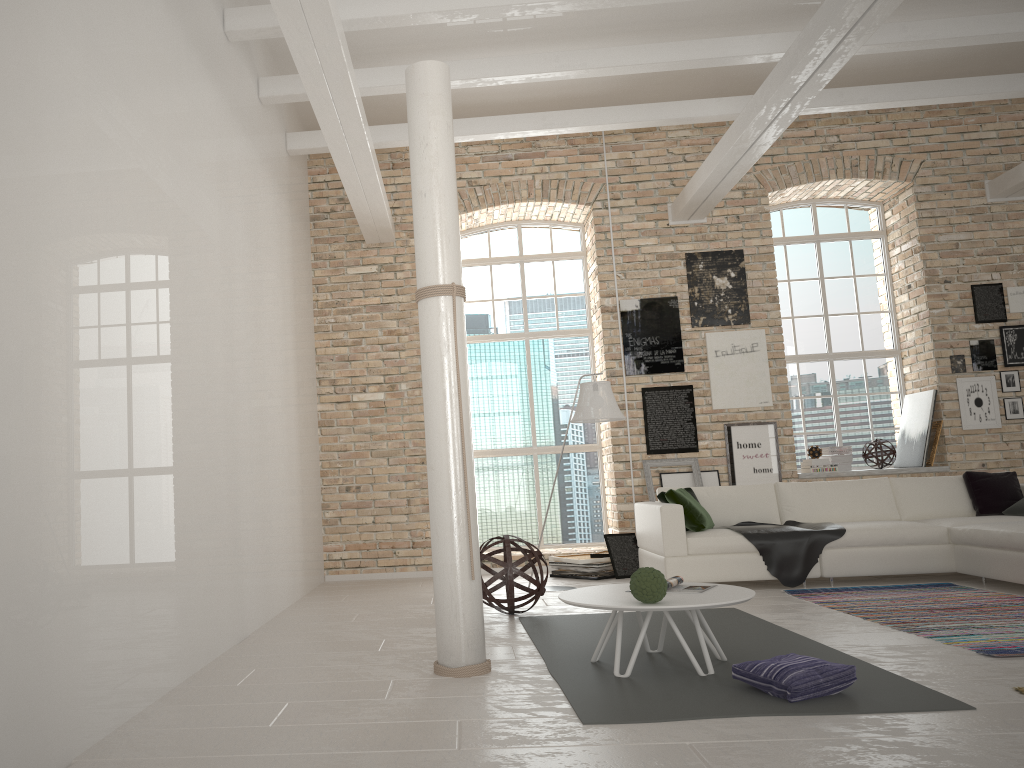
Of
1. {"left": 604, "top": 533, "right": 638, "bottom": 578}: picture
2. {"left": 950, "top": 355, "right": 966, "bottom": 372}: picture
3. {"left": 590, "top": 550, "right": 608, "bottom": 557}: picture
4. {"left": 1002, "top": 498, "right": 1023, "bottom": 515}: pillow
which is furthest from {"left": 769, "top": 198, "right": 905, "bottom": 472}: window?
{"left": 590, "top": 550, "right": 608, "bottom": 557}: picture

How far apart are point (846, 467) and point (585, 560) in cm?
317

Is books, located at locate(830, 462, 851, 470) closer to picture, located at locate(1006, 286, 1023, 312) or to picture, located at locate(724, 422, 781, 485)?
picture, located at locate(724, 422, 781, 485)

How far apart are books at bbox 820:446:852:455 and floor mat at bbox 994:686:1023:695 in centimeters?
597cm

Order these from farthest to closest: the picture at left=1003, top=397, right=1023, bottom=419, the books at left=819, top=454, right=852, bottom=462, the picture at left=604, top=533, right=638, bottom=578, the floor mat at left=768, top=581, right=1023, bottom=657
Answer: the books at left=819, top=454, right=852, bottom=462
the picture at left=1003, top=397, right=1023, bottom=419
the picture at left=604, top=533, right=638, bottom=578
the floor mat at left=768, top=581, right=1023, bottom=657

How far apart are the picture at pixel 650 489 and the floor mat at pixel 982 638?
2.3m

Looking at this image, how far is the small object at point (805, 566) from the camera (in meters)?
6.55

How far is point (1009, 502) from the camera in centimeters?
711cm

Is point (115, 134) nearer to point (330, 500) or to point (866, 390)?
point (330, 500)

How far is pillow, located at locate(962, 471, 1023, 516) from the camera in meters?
7.1
